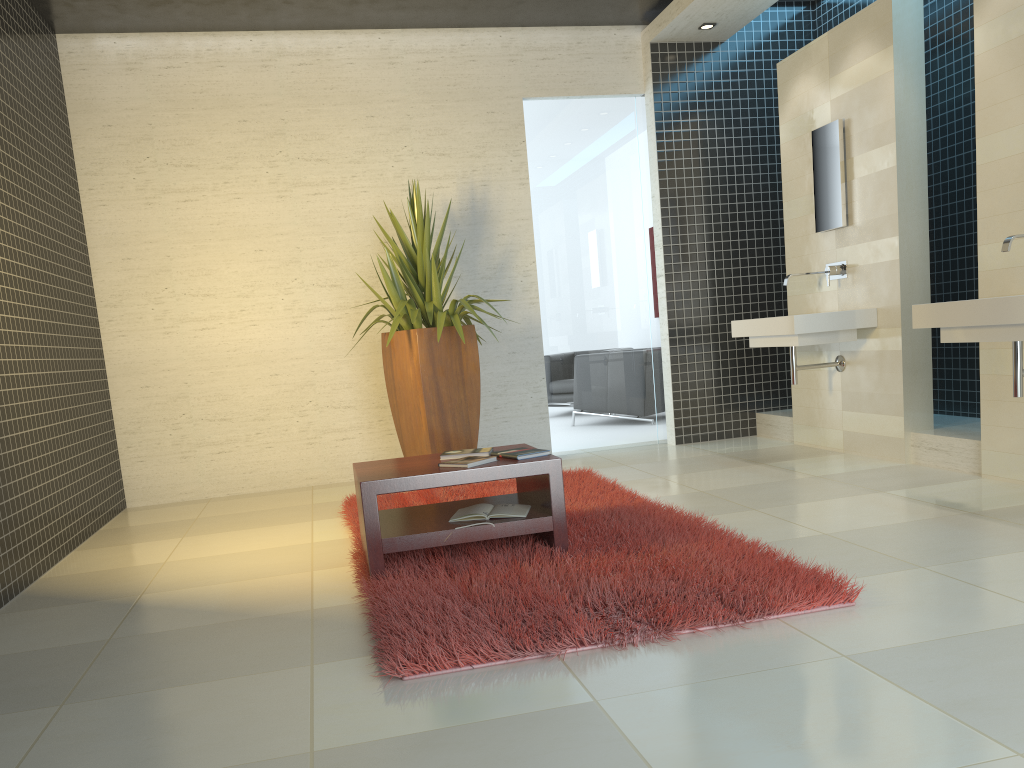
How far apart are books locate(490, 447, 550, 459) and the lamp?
4.4m

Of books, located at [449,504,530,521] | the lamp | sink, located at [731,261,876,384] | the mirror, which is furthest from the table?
the lamp

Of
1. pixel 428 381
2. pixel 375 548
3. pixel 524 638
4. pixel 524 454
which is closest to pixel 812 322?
pixel 428 381

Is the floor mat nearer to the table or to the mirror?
the table

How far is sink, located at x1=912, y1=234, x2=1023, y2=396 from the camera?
3.81m

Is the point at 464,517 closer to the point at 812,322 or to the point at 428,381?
the point at 428,381

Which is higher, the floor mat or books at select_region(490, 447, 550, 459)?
books at select_region(490, 447, 550, 459)

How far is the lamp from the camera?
6.7 meters

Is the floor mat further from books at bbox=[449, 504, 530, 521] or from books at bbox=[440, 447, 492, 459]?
books at bbox=[440, 447, 492, 459]

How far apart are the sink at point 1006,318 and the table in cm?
201
